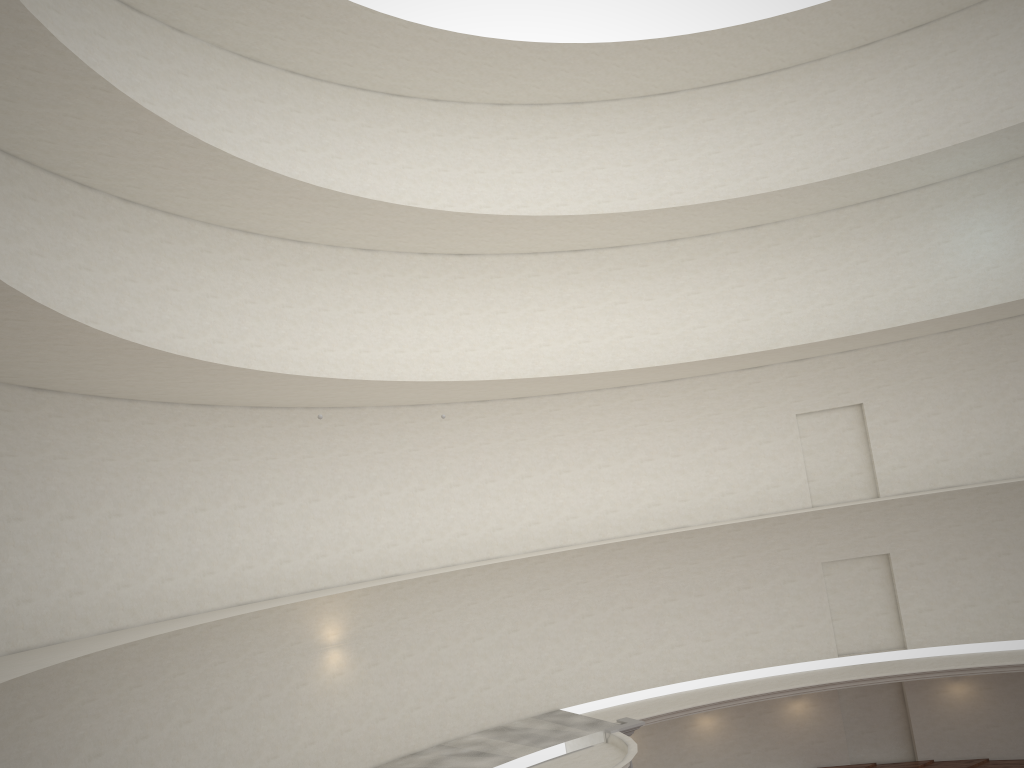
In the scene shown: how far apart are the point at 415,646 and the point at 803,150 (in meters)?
17.65

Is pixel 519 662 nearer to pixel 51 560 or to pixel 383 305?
pixel 383 305
